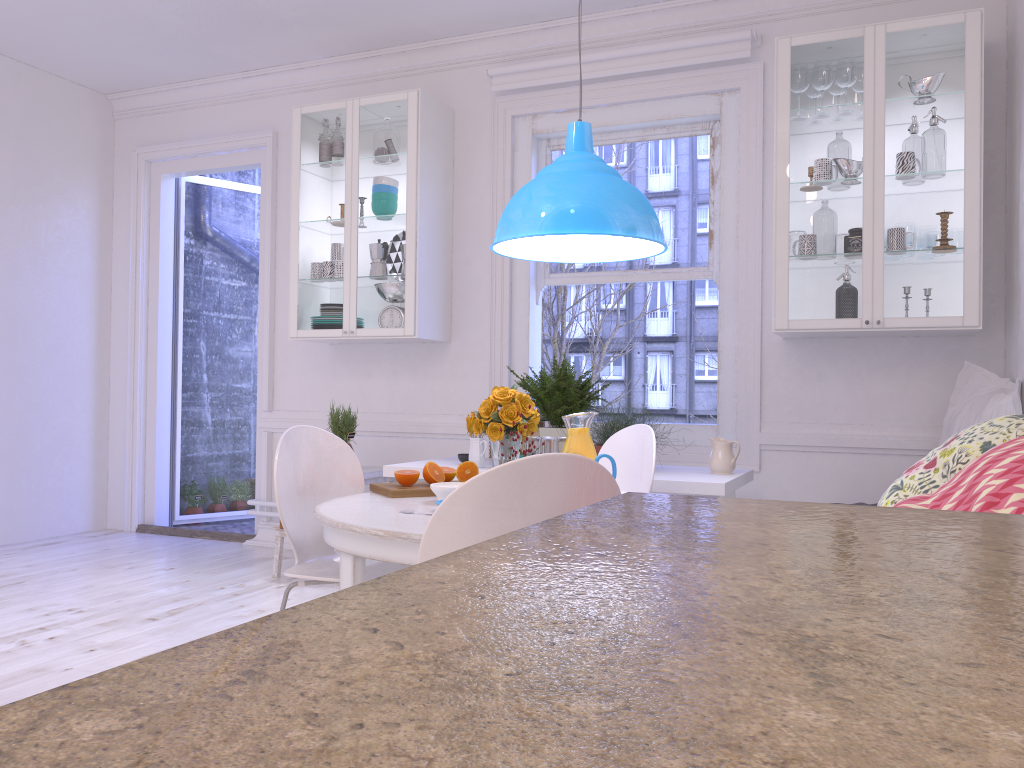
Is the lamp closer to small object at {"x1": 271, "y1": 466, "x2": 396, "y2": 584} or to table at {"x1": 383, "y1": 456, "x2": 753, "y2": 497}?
table at {"x1": 383, "y1": 456, "x2": 753, "y2": 497}

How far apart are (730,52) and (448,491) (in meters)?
2.91

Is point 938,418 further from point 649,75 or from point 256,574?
point 256,574

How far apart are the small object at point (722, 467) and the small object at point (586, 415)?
1.28m

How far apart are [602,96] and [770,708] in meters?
4.7 m

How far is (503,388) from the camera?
2.7 meters

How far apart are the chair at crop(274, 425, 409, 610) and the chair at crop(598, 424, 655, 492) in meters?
0.9 m

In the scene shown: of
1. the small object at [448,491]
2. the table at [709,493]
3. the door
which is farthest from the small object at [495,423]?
the door

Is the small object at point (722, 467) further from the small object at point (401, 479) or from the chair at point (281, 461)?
the chair at point (281, 461)

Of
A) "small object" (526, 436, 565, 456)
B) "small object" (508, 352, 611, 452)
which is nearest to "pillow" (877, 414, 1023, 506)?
"small object" (526, 436, 565, 456)
